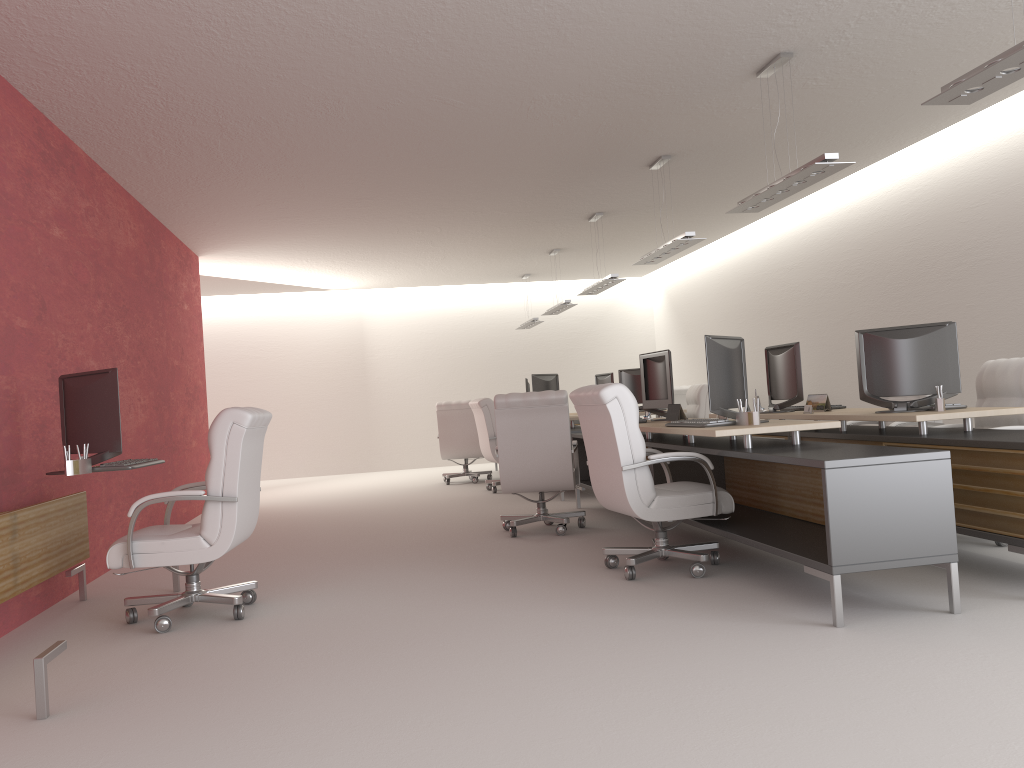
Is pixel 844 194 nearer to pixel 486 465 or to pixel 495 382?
pixel 495 382

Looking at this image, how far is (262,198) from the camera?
12.2 meters

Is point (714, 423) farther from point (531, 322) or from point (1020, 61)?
point (531, 322)

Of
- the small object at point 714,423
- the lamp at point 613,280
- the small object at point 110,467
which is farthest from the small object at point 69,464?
the lamp at point 613,280

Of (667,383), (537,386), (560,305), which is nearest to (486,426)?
(537,386)

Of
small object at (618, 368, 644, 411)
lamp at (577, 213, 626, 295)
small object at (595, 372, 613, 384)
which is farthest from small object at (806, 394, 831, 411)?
small object at (595, 372, 613, 384)

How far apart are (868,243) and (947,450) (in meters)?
8.74

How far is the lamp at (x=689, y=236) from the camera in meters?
10.8 m

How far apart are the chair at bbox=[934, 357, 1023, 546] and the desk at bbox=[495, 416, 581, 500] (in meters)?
6.33

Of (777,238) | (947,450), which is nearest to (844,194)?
(777,238)
